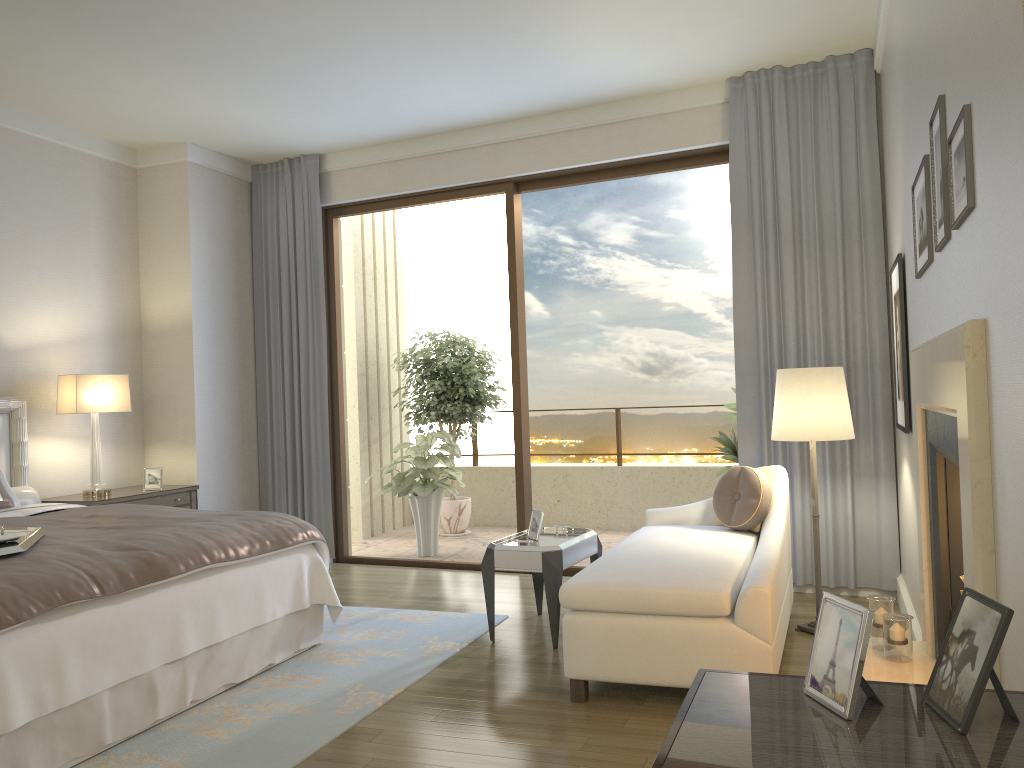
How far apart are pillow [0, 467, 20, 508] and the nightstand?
0.5m

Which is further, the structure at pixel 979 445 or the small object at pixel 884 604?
the small object at pixel 884 604

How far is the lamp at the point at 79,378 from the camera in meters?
5.5

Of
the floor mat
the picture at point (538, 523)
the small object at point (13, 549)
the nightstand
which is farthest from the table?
the nightstand

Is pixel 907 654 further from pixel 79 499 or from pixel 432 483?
pixel 79 499

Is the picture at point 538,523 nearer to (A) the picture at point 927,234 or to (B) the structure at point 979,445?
(B) the structure at point 979,445

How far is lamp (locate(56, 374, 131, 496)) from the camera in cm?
545

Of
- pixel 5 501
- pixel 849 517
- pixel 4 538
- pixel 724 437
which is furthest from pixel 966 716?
pixel 724 437

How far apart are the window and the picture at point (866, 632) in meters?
4.6 m

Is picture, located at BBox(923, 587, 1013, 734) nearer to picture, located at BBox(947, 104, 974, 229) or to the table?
picture, located at BBox(947, 104, 974, 229)
